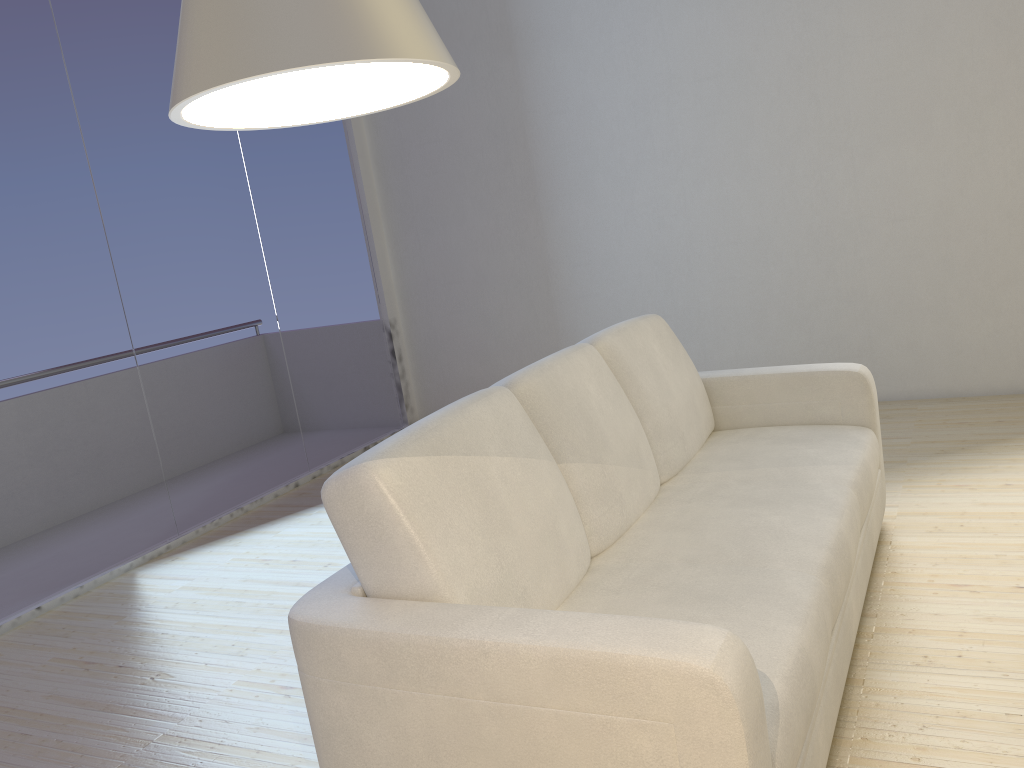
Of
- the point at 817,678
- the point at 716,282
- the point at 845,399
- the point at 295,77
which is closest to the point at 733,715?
the point at 817,678

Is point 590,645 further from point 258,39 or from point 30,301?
point 30,301

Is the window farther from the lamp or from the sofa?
the lamp

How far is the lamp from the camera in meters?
0.4

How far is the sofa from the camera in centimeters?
139cm

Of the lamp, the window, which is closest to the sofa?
the lamp

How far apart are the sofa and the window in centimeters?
237cm

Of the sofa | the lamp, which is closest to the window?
the sofa

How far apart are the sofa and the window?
2.4 meters

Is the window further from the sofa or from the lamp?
the lamp
